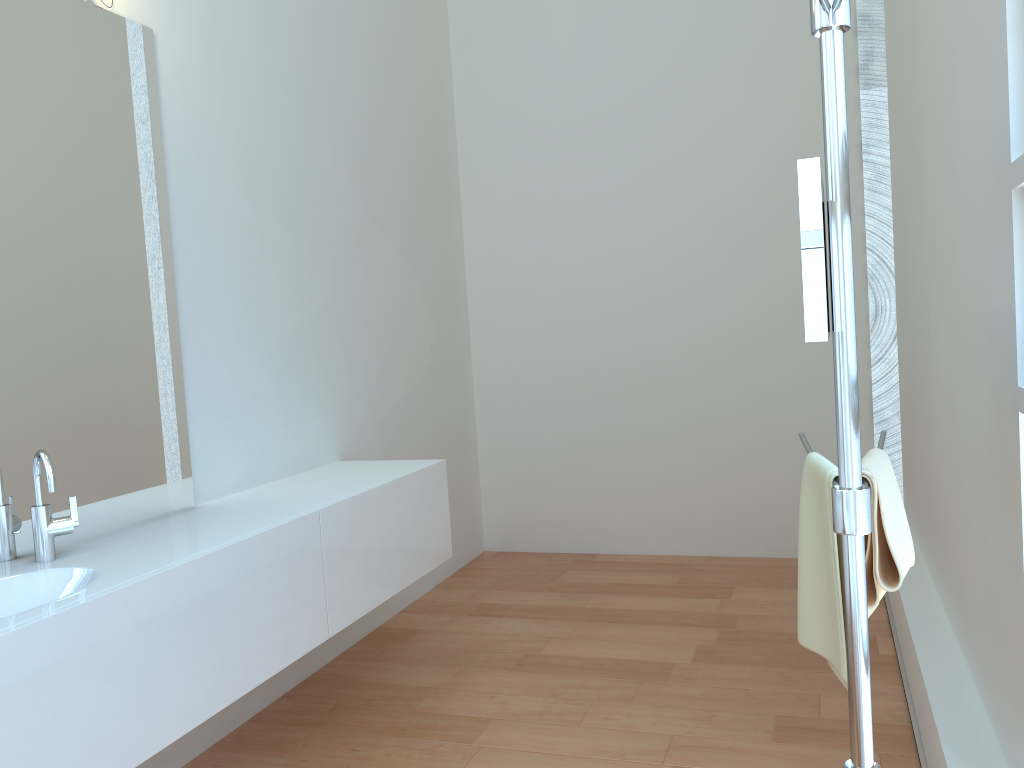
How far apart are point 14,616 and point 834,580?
1.5 meters

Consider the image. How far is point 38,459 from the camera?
2.1m

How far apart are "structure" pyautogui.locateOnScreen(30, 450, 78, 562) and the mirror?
1.75m

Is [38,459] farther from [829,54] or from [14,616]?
[829,54]

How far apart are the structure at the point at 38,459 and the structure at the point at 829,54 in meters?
1.7 m

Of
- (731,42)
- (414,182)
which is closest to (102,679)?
(414,182)

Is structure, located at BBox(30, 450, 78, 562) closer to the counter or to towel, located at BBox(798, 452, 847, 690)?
the counter

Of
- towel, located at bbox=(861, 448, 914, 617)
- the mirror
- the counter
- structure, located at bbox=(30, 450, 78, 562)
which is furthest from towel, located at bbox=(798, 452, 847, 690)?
structure, located at bbox=(30, 450, 78, 562)

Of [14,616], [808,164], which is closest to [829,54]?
[808,164]

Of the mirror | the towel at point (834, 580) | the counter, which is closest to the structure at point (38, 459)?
the counter
